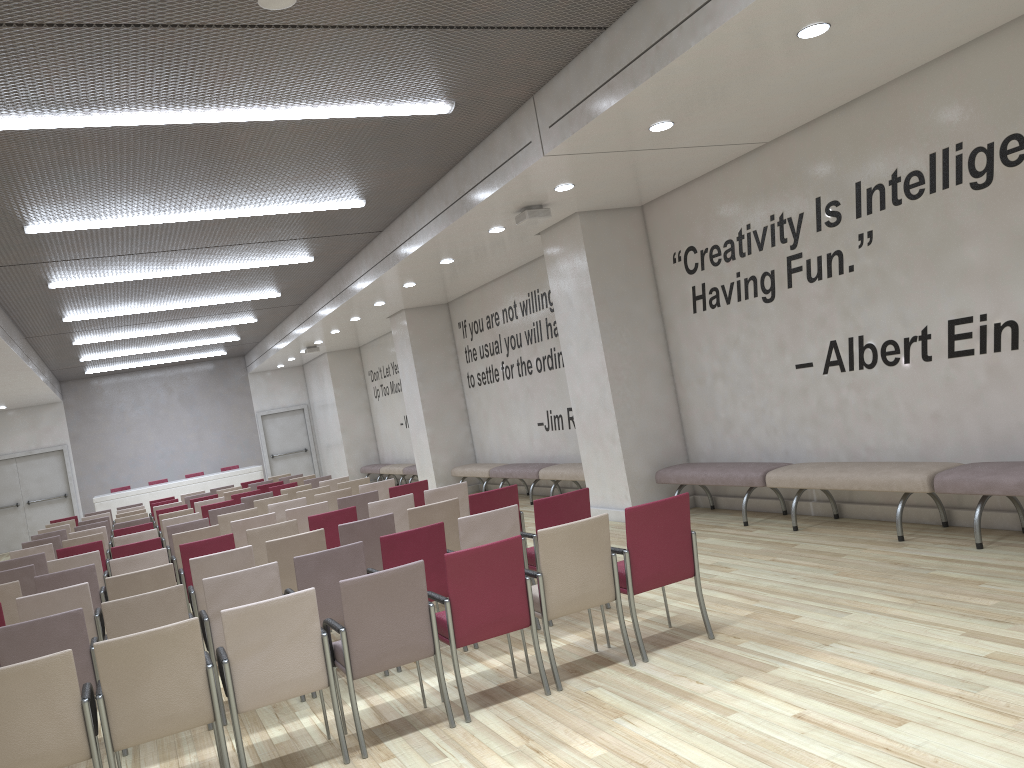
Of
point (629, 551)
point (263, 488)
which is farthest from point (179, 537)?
point (263, 488)

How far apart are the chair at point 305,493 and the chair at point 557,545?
7.0m

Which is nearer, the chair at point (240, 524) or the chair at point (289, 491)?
the chair at point (240, 524)

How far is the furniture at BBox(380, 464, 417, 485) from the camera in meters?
19.0 m

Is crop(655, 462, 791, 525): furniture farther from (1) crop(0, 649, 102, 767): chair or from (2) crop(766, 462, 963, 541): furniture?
(1) crop(0, 649, 102, 767): chair

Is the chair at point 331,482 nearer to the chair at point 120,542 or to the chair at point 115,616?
the chair at point 120,542

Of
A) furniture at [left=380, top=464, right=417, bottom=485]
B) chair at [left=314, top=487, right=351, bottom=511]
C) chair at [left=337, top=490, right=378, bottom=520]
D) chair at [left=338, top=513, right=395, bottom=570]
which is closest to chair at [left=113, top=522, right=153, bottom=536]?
chair at [left=314, top=487, right=351, bottom=511]

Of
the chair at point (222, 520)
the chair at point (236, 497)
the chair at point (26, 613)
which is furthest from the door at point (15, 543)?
the chair at point (26, 613)

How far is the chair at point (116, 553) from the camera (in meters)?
8.42

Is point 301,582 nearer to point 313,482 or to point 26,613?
point 26,613
